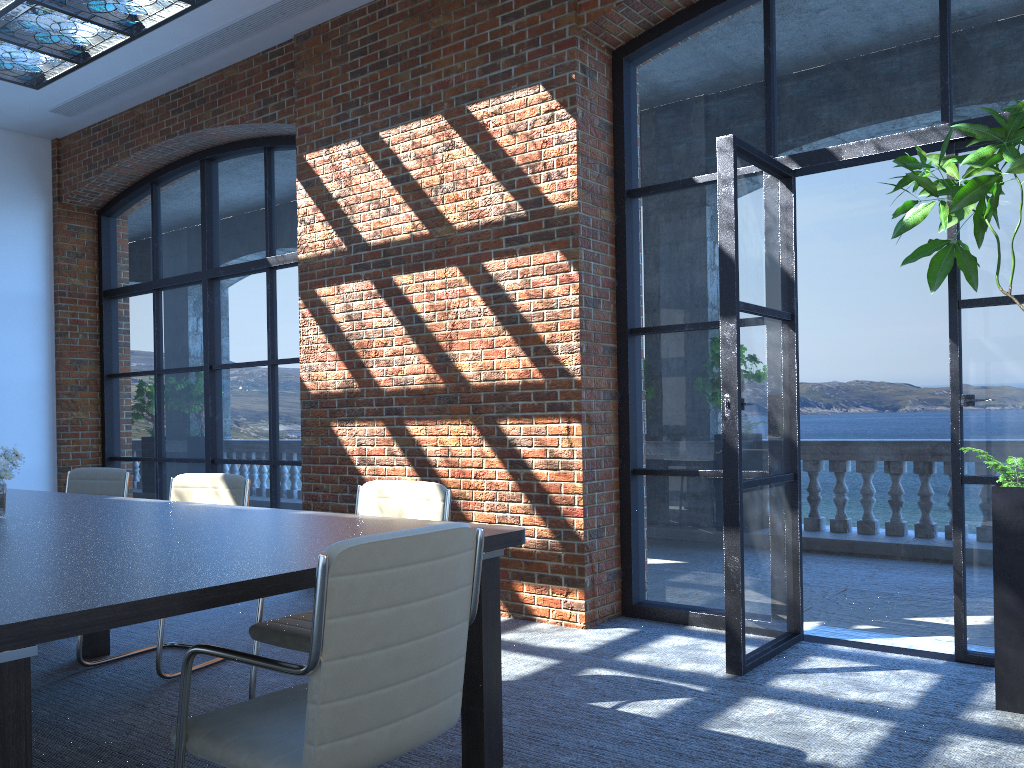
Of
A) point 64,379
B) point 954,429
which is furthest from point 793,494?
point 64,379

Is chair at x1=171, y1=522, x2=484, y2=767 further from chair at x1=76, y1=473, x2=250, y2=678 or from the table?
chair at x1=76, y1=473, x2=250, y2=678

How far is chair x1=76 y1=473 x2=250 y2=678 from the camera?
4.6 meters

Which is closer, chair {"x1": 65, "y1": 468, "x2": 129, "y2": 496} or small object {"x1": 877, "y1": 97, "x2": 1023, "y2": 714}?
small object {"x1": 877, "y1": 97, "x2": 1023, "y2": 714}

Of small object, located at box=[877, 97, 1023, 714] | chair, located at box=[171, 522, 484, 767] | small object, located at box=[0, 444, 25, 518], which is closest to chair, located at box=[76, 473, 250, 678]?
small object, located at box=[0, 444, 25, 518]

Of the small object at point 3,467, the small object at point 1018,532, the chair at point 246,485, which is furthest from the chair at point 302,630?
the small object at point 1018,532

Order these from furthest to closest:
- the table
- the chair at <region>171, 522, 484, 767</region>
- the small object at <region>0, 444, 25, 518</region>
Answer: the small object at <region>0, 444, 25, 518</region> → the chair at <region>171, 522, 484, 767</region> → the table

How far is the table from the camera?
1.8 meters

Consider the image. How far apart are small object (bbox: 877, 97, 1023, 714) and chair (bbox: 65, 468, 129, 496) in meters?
4.5

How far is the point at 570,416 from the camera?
5.0m
